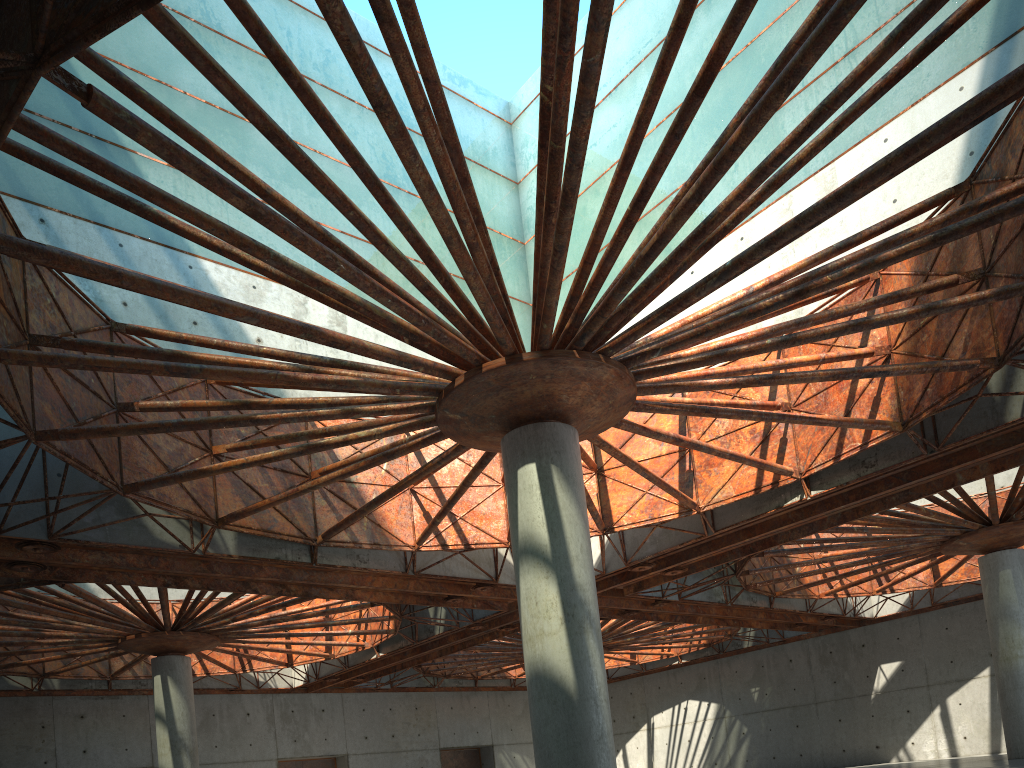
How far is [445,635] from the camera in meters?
47.8 m

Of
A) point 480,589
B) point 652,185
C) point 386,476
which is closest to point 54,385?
point 386,476
